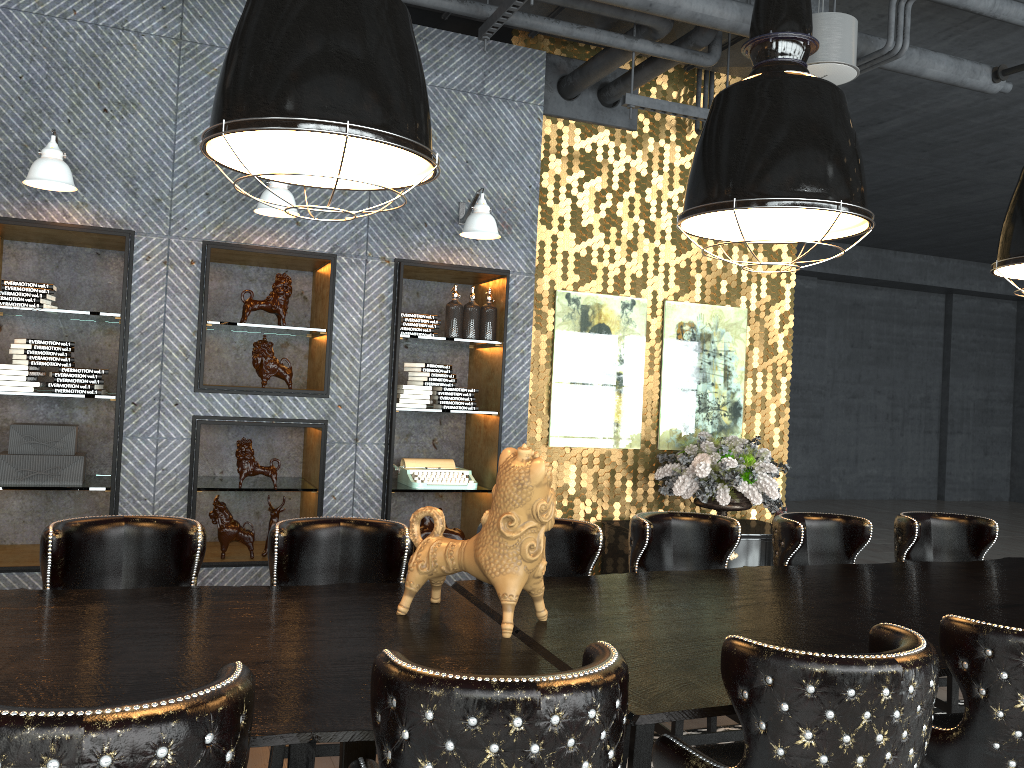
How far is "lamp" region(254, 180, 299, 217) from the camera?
4.7 meters

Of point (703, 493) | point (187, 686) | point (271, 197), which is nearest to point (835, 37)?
point (703, 493)

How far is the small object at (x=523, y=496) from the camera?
2.5m

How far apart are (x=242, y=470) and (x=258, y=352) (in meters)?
0.68

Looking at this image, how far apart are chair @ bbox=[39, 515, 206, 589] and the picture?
3.3m

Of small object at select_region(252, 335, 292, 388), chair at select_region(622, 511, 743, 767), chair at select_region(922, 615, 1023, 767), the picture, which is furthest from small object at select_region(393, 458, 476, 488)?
chair at select_region(922, 615, 1023, 767)

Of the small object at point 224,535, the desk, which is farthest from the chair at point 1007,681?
the small object at point 224,535

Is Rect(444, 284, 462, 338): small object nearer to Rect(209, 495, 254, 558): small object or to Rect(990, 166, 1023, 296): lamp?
Rect(209, 495, 254, 558): small object

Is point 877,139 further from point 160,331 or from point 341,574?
point 341,574

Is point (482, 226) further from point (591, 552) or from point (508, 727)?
point (508, 727)
